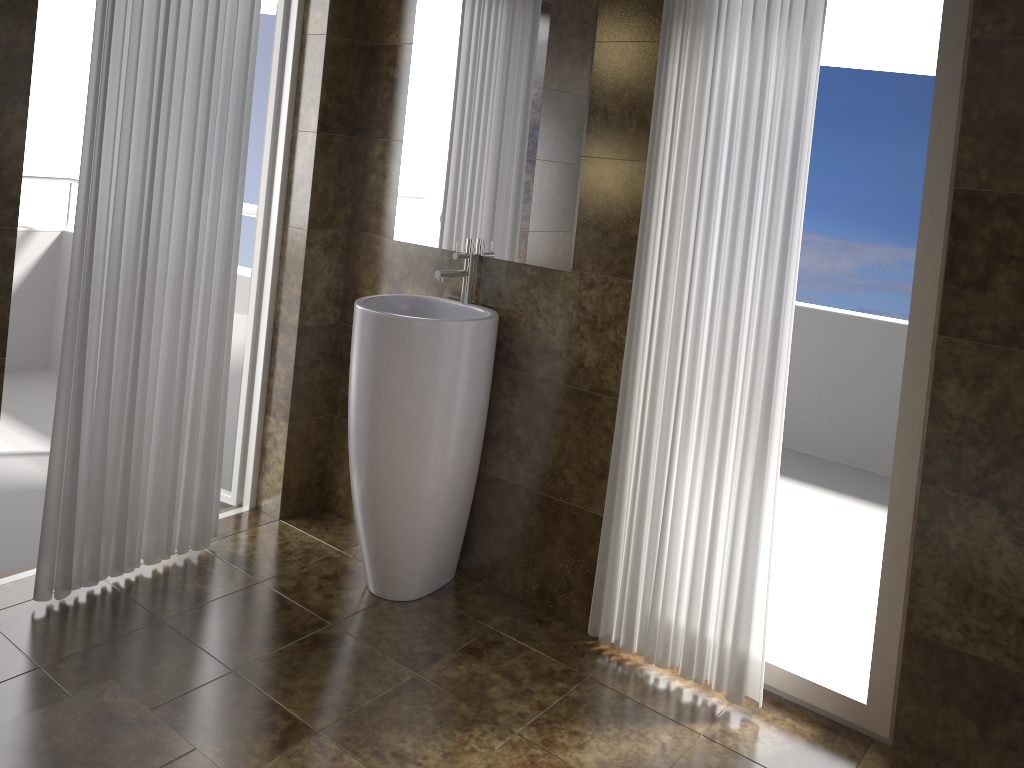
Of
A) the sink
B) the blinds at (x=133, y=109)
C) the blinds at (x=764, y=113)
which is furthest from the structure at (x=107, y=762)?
the blinds at (x=764, y=113)

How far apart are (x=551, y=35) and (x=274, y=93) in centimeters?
108cm

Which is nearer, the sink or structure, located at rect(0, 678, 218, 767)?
structure, located at rect(0, 678, 218, 767)

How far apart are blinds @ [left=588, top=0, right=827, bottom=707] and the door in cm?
143

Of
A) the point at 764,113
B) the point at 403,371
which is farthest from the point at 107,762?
the point at 764,113

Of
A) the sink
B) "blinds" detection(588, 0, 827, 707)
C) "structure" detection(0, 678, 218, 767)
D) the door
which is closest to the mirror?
the sink

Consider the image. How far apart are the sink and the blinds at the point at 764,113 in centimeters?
44cm

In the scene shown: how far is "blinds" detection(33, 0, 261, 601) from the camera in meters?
2.4 m

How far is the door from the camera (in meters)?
3.09

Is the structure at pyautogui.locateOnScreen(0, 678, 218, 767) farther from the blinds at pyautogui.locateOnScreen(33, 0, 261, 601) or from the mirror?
the mirror
